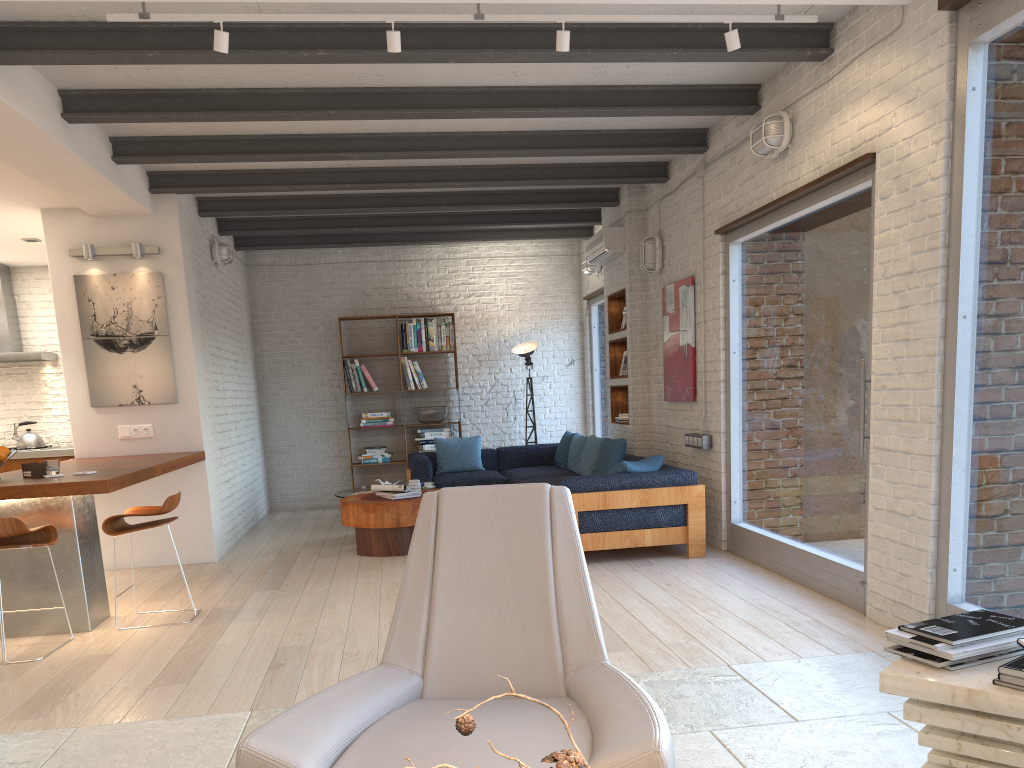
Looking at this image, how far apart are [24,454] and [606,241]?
6.24m

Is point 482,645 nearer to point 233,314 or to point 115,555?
point 115,555

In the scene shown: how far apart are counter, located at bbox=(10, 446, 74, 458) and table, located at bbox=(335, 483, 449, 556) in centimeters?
312cm

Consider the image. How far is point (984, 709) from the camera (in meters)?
2.06

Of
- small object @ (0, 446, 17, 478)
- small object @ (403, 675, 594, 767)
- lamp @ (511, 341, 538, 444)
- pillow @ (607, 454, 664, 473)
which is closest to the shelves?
lamp @ (511, 341, 538, 444)

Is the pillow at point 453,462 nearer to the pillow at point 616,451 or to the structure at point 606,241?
the pillow at point 616,451

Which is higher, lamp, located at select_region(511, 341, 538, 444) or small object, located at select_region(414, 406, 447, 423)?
lamp, located at select_region(511, 341, 538, 444)

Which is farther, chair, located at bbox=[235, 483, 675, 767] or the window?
the window

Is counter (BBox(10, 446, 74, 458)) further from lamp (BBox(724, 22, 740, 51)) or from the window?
lamp (BBox(724, 22, 740, 51))

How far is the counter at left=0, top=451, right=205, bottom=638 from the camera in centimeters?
462cm
